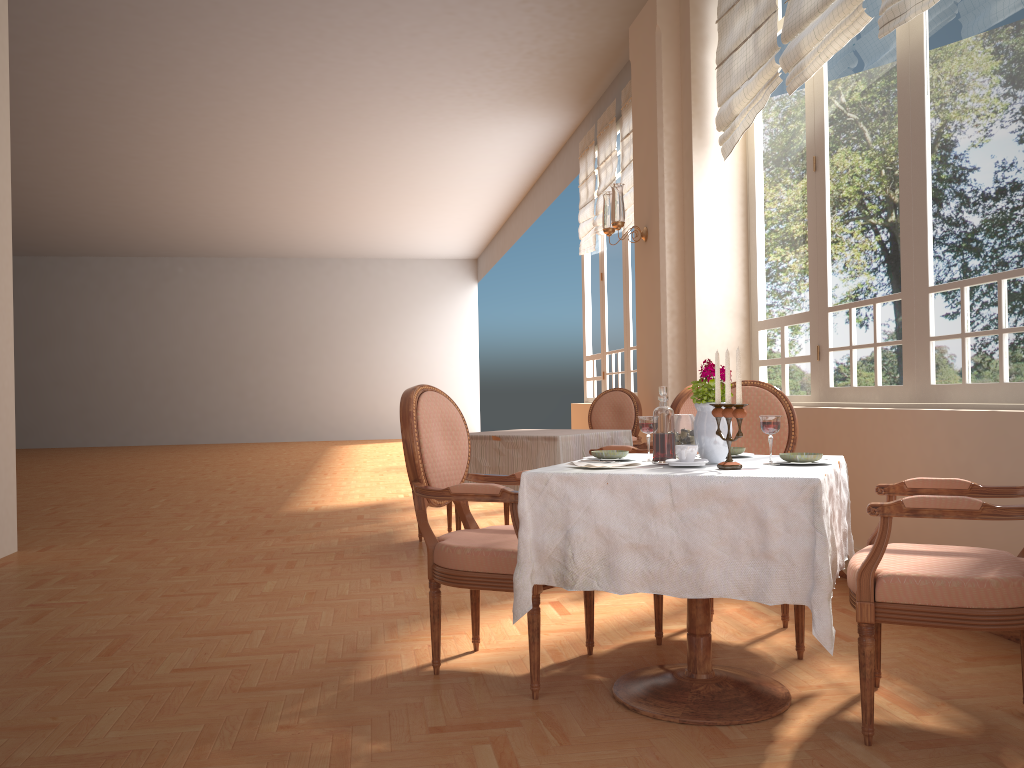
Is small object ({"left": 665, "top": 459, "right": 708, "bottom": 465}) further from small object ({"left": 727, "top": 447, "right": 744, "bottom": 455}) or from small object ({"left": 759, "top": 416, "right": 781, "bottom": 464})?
small object ({"left": 727, "top": 447, "right": 744, "bottom": 455})

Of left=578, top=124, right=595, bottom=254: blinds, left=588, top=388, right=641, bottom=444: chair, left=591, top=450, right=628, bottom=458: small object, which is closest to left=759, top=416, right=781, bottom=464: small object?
left=591, top=450, right=628, bottom=458: small object

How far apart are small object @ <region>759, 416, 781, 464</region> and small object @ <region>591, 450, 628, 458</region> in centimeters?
46cm

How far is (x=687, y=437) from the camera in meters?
2.6 m

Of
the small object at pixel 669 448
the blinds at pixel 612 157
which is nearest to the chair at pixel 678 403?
the small object at pixel 669 448

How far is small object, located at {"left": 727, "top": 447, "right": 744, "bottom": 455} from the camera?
2.77m

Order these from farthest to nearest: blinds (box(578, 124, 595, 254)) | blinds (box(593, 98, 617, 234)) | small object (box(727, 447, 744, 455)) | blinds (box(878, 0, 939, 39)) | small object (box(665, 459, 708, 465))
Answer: blinds (box(578, 124, 595, 254)), blinds (box(593, 98, 617, 234)), blinds (box(878, 0, 939, 39)), small object (box(727, 447, 744, 455)), small object (box(665, 459, 708, 465))

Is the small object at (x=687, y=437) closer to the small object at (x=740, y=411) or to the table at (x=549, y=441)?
the small object at (x=740, y=411)

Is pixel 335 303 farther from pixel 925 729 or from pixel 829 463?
pixel 925 729

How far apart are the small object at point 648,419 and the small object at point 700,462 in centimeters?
21cm
